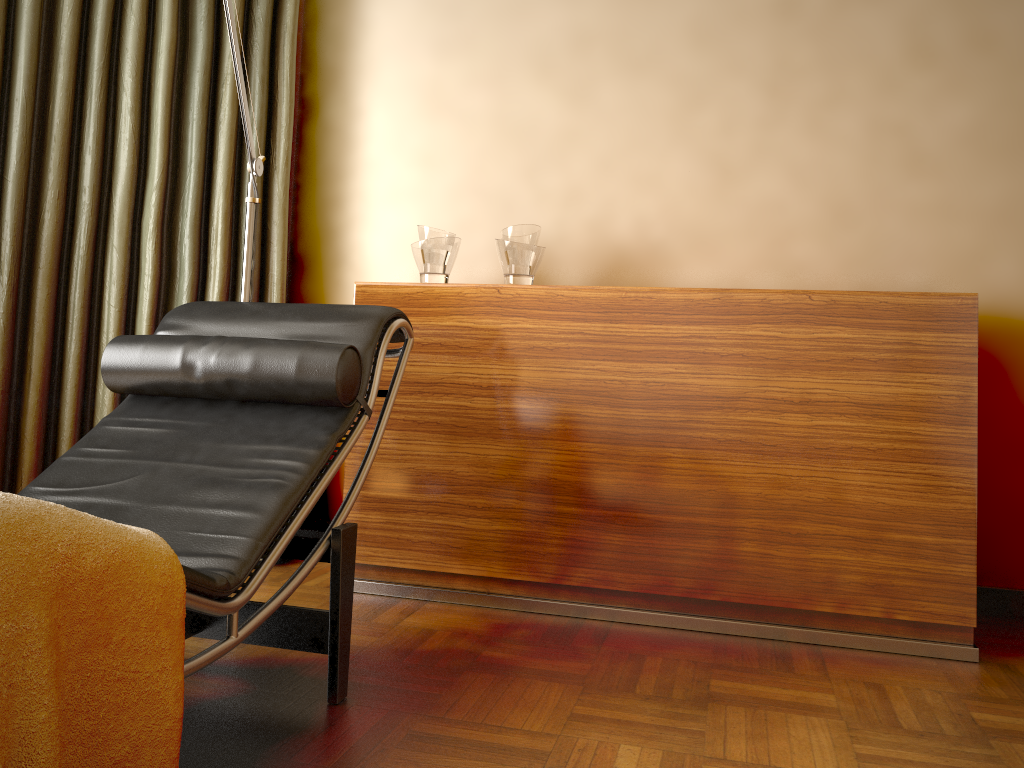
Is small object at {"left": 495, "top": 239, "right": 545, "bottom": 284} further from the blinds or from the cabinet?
the blinds

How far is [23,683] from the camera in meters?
1.0

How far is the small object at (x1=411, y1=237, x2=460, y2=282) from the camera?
2.63m

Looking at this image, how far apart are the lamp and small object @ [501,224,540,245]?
0.70m

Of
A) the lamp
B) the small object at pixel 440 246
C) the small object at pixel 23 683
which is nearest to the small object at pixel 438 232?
the small object at pixel 440 246

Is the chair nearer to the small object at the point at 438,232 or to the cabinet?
the cabinet

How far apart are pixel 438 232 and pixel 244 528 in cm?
132

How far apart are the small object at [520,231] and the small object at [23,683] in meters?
1.6 m

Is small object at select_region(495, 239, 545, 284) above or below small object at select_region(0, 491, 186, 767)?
above

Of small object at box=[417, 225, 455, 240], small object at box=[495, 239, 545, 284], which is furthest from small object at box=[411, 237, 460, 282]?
small object at box=[495, 239, 545, 284]
